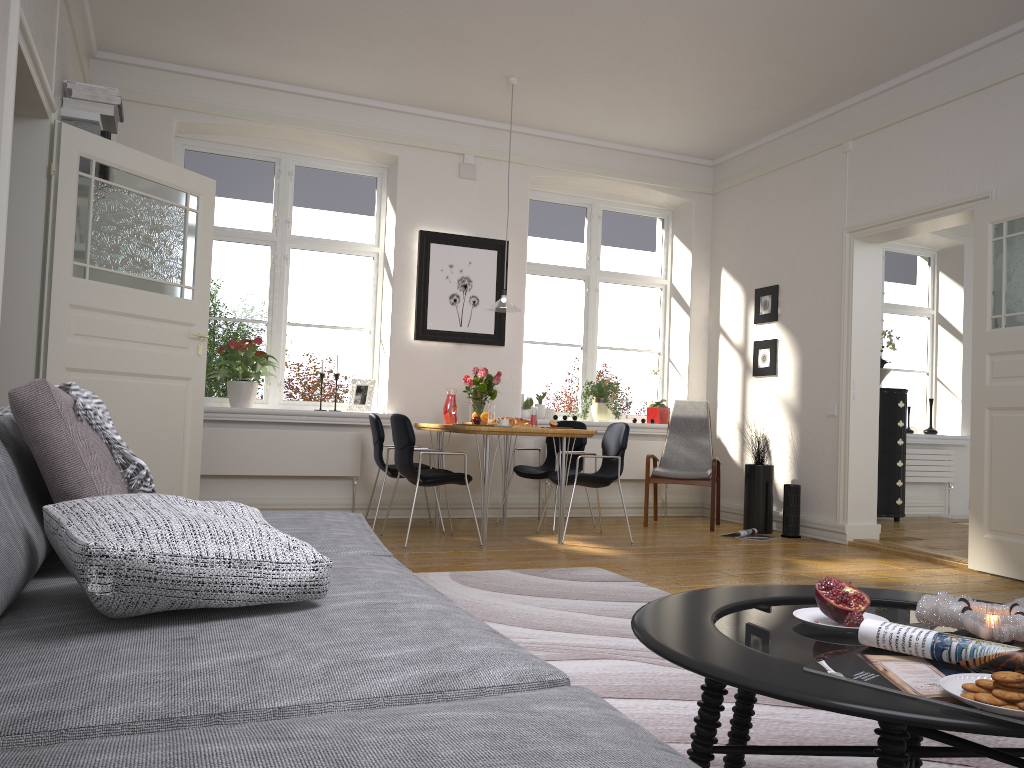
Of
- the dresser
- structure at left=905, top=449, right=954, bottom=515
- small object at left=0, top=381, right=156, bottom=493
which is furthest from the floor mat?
structure at left=905, top=449, right=954, bottom=515

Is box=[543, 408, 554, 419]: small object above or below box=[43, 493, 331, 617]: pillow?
above

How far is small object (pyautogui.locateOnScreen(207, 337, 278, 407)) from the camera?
6.4m

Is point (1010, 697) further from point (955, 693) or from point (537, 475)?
point (537, 475)

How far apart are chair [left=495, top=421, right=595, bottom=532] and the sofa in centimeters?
386cm

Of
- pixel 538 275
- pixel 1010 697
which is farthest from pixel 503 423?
pixel 1010 697

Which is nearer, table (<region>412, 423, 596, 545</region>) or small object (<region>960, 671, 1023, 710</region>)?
small object (<region>960, 671, 1023, 710</region>)

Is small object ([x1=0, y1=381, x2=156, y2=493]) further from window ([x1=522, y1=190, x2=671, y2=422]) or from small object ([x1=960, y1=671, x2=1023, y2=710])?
window ([x1=522, y1=190, x2=671, y2=422])

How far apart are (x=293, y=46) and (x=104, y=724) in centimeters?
562cm

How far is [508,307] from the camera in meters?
6.1 m
